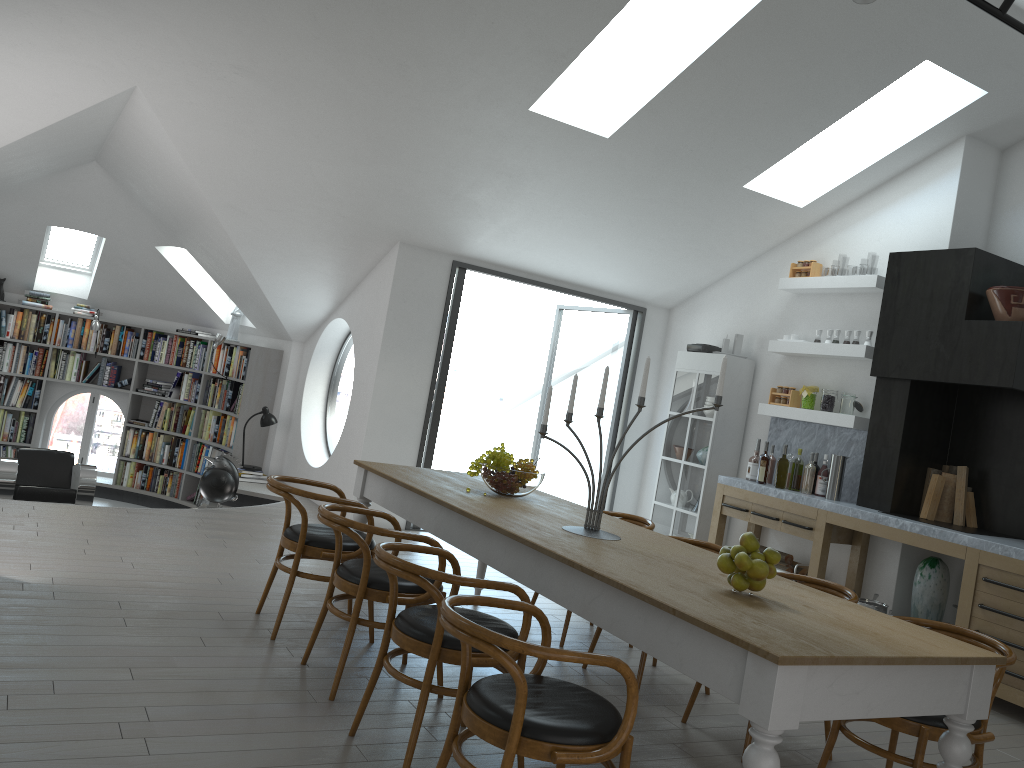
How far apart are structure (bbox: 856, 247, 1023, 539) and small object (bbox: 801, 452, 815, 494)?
0.4 meters

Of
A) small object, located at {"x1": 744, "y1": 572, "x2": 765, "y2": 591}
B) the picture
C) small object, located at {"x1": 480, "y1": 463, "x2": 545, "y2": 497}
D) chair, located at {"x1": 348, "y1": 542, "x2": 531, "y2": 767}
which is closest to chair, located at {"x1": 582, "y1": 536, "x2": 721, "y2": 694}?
small object, located at {"x1": 480, "y1": 463, "x2": 545, "y2": 497}

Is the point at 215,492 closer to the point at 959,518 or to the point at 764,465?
the point at 764,465

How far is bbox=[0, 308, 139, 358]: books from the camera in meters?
9.9

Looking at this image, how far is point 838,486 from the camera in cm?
665

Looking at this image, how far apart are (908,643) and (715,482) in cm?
501

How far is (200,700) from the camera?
3.4 meters

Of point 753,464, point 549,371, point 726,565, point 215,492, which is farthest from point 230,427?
point 726,565

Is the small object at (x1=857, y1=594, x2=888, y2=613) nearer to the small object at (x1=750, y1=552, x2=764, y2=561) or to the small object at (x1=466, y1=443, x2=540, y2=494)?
the small object at (x1=466, y1=443, x2=540, y2=494)

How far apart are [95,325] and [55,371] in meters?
0.8
